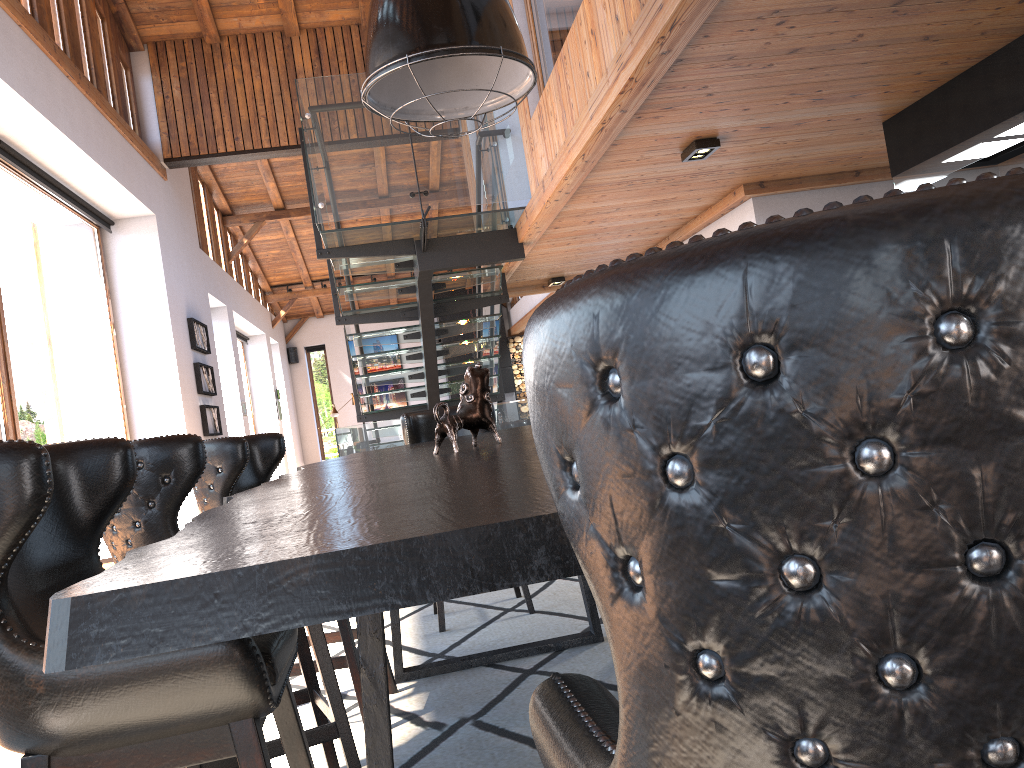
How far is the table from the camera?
0.7 meters

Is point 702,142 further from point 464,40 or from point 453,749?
point 453,749

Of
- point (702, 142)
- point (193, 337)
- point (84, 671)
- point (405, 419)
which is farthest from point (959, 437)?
point (193, 337)

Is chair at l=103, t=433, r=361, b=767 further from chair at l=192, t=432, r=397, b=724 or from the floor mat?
chair at l=192, t=432, r=397, b=724

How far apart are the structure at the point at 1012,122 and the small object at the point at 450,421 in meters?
3.2 m

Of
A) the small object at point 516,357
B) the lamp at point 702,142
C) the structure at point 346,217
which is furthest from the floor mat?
the small object at point 516,357

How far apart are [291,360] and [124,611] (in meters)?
19.05

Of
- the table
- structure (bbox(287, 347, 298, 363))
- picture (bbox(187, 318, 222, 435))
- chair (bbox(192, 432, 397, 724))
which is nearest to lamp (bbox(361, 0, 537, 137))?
the table

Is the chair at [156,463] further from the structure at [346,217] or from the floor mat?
the structure at [346,217]

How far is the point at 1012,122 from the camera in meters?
4.2
